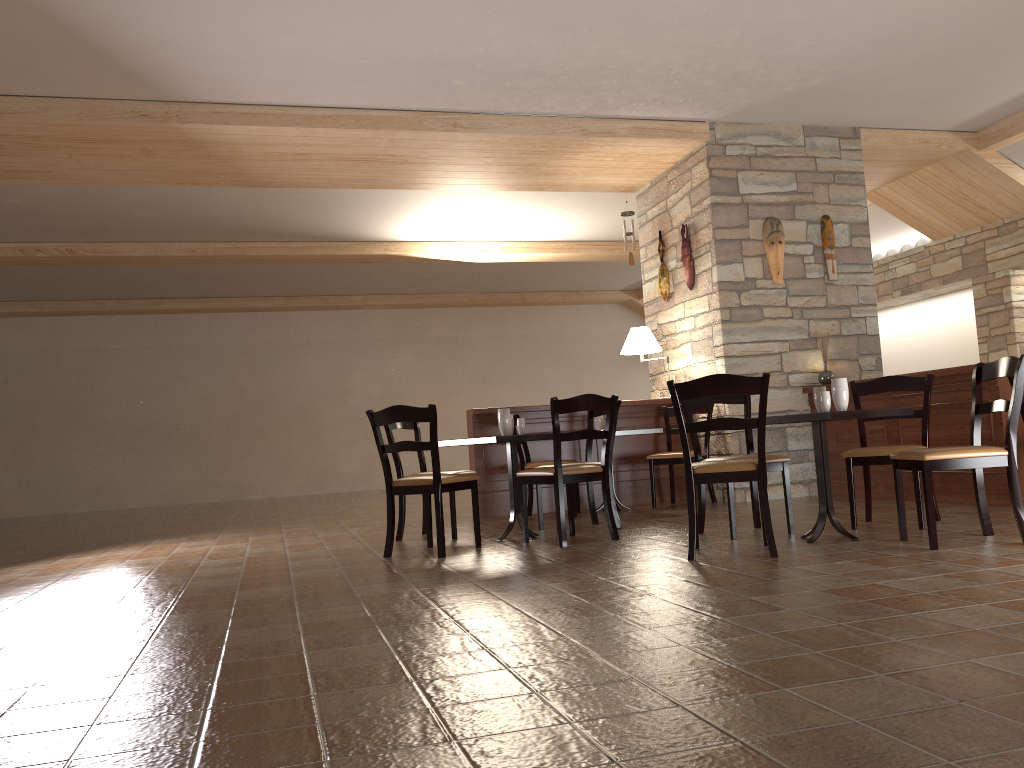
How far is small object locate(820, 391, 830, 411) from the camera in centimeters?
448cm

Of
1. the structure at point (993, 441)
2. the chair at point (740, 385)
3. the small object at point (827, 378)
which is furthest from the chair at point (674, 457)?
the chair at point (740, 385)

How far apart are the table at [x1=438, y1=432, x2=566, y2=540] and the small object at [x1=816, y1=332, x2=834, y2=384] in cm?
304

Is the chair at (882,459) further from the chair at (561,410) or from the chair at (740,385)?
the chair at (561,410)

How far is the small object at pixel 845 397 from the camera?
4.49m

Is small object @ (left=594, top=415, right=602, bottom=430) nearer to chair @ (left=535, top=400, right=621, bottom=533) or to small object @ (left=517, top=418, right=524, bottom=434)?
chair @ (left=535, top=400, right=621, bottom=533)

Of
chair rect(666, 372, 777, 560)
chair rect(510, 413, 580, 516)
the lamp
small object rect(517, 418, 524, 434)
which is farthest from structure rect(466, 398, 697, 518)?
chair rect(666, 372, 777, 560)

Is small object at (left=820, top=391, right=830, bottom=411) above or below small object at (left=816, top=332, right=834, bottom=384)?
below

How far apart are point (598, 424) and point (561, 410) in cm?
231

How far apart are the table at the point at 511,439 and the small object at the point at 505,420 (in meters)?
0.12
